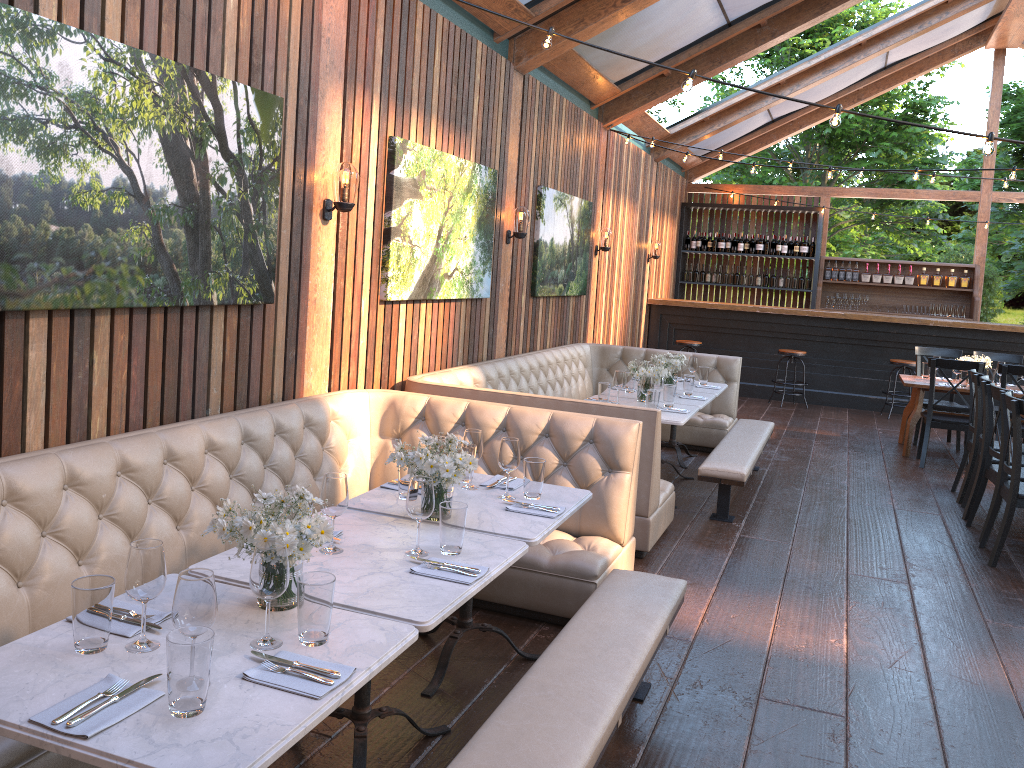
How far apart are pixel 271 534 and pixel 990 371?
8.65m

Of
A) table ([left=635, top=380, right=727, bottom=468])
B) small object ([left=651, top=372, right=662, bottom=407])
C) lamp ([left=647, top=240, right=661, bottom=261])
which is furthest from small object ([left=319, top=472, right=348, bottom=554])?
lamp ([left=647, top=240, right=661, bottom=261])

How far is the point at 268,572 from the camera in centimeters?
208cm

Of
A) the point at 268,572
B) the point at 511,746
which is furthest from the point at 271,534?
the point at 511,746

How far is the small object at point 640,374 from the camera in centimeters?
641cm

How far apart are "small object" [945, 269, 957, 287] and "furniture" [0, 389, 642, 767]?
10.77m

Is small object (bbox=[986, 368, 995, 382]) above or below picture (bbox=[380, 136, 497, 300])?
below

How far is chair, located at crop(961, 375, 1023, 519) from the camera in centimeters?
635cm

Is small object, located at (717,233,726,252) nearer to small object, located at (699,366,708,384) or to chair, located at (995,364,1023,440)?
chair, located at (995,364,1023,440)

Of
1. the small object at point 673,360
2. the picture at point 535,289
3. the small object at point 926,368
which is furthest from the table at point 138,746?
the small object at point 926,368
